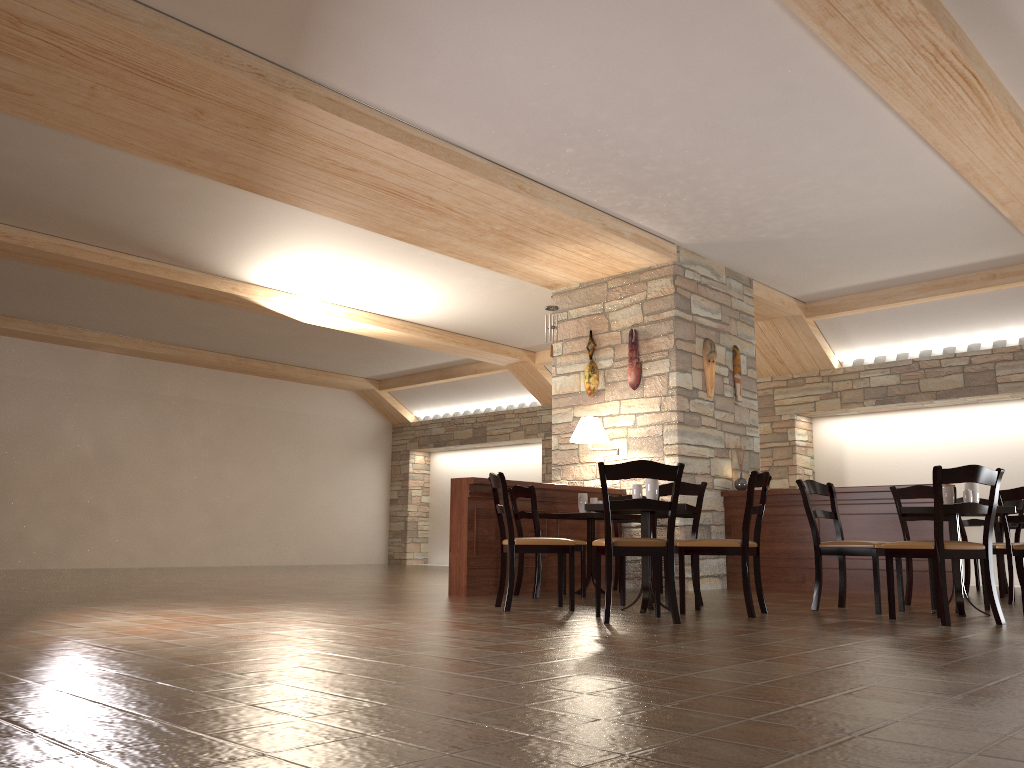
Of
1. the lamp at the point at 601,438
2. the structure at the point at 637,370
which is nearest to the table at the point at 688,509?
the lamp at the point at 601,438

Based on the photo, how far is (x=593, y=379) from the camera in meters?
8.8

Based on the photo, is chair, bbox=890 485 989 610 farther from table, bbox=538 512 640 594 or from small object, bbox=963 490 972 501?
table, bbox=538 512 640 594

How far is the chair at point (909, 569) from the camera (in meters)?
6.27

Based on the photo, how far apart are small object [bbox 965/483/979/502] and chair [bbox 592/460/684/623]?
2.10m

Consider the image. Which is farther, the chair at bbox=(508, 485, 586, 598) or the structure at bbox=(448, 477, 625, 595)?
the structure at bbox=(448, 477, 625, 595)

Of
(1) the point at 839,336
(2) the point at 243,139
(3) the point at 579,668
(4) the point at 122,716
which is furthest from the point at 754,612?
(1) the point at 839,336

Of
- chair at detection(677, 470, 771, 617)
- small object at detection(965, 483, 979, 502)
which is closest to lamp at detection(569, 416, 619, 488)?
chair at detection(677, 470, 771, 617)

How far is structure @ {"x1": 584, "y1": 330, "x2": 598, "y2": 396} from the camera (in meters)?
8.76

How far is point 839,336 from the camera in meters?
10.6
